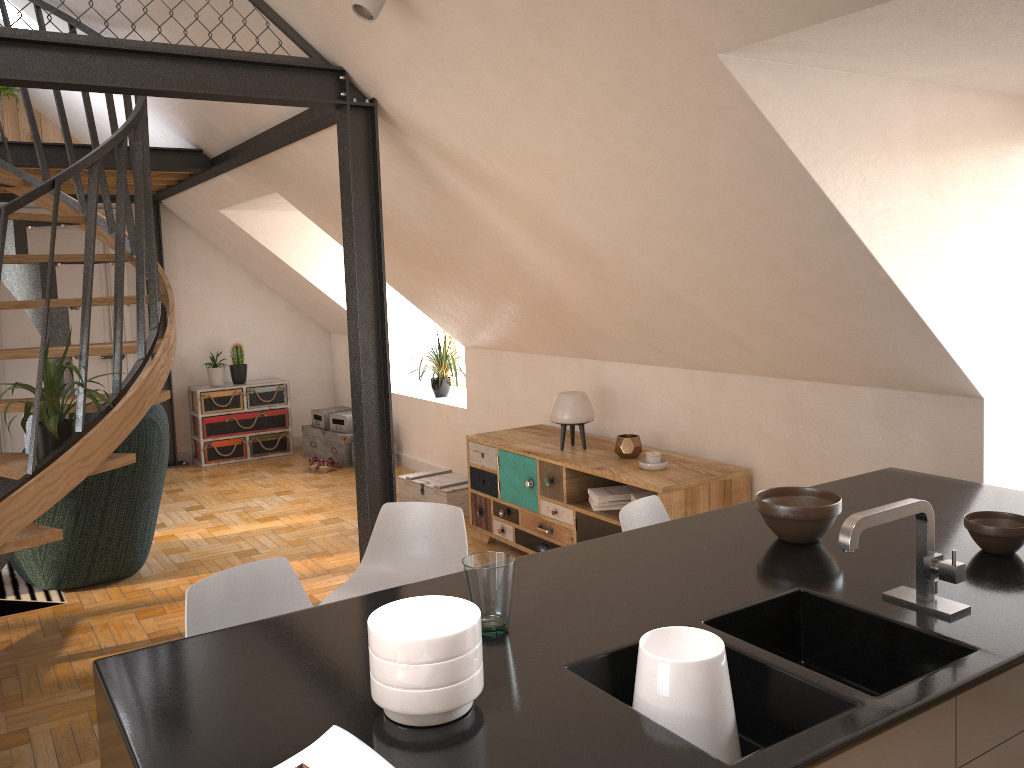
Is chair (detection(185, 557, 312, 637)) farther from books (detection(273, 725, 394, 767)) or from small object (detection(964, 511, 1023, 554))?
small object (detection(964, 511, 1023, 554))

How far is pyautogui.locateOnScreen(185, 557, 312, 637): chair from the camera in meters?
2.2

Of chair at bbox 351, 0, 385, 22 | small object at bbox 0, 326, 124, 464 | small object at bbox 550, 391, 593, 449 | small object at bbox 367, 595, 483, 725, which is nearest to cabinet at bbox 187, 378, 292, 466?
small object at bbox 0, 326, 124, 464

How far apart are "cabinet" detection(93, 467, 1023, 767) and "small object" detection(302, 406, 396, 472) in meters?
5.3

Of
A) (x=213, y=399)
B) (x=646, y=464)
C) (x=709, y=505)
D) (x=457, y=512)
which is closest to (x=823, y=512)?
(x=457, y=512)

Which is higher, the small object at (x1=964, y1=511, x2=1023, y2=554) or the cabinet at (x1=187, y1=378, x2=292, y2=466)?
the small object at (x1=964, y1=511, x2=1023, y2=554)

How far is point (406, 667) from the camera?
1.4m

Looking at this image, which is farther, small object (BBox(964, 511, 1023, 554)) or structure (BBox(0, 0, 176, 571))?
structure (BBox(0, 0, 176, 571))

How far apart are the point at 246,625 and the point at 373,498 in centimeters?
219cm

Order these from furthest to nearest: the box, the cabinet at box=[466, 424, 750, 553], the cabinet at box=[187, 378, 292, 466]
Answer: the cabinet at box=[187, 378, 292, 466], the box, the cabinet at box=[466, 424, 750, 553]
